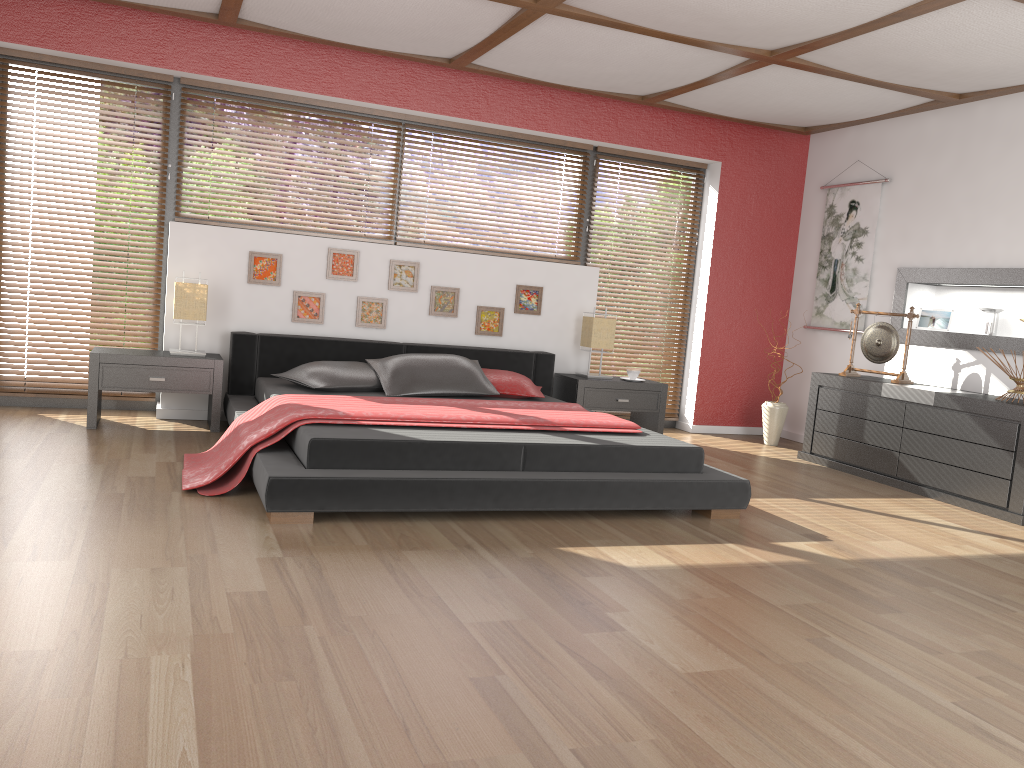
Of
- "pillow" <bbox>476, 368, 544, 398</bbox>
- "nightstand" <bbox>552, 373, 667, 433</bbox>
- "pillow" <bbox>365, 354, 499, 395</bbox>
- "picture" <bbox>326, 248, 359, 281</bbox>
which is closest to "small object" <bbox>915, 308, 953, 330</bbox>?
"nightstand" <bbox>552, 373, 667, 433</bbox>

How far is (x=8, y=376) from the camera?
5.37m

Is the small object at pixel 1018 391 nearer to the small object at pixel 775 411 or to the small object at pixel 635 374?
the small object at pixel 775 411

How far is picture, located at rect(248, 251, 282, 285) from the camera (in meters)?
5.53

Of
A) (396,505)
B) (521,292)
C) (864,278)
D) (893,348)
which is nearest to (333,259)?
(521,292)

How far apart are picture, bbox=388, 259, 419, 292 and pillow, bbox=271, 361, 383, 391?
0.79m

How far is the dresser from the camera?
4.7m

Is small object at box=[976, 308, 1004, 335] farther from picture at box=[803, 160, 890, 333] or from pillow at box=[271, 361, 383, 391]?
pillow at box=[271, 361, 383, 391]

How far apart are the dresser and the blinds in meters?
1.2

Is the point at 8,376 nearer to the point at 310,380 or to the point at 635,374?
Answer: the point at 310,380
